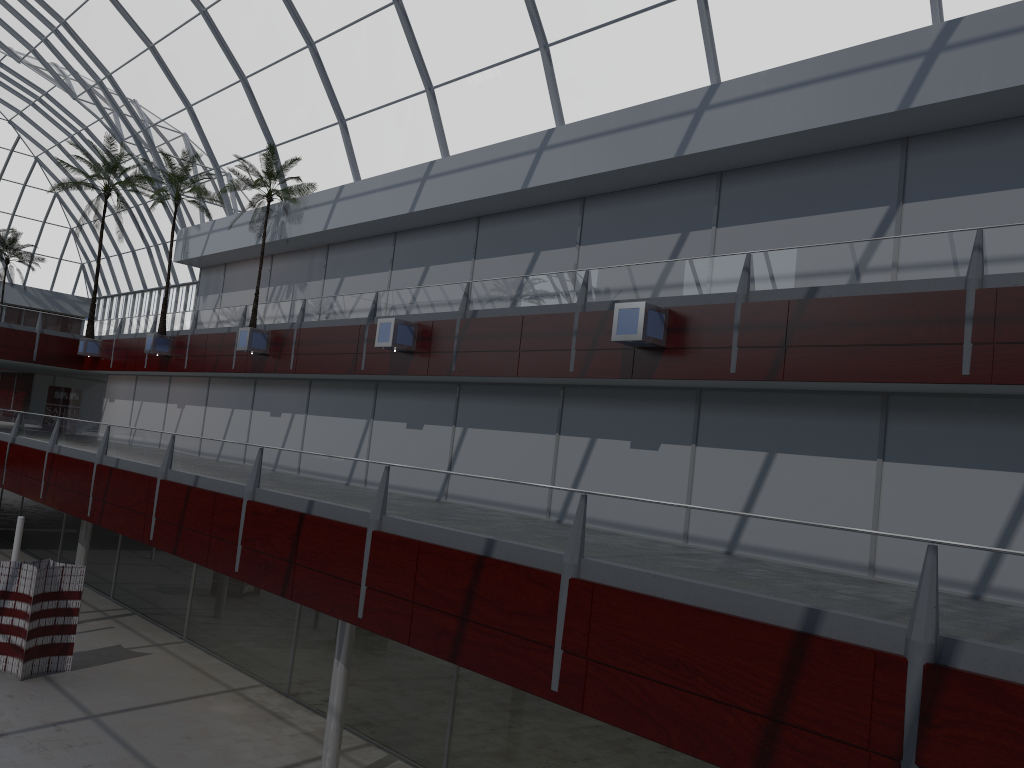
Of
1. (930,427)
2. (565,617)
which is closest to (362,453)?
(930,427)

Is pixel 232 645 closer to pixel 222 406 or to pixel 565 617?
pixel 222 406
